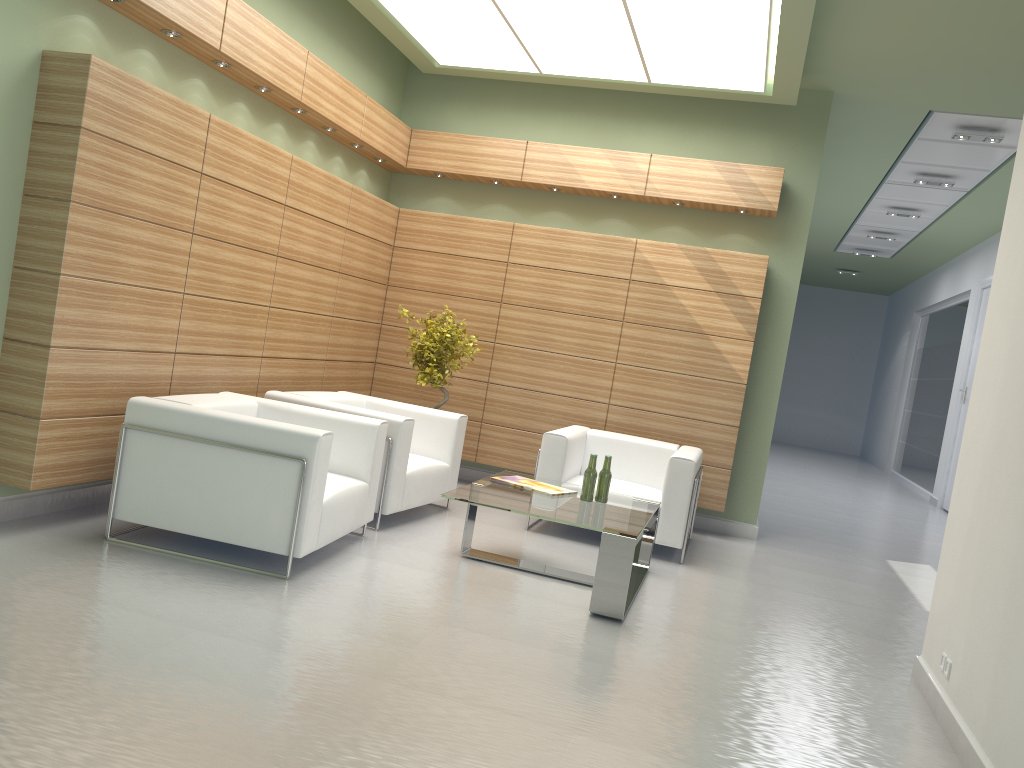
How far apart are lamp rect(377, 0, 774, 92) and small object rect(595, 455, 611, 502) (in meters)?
4.83

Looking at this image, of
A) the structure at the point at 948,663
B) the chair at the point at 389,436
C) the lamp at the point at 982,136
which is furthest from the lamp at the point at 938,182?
the structure at the point at 948,663

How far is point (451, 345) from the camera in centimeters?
1161cm

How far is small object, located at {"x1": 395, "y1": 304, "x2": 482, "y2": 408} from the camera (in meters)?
11.61

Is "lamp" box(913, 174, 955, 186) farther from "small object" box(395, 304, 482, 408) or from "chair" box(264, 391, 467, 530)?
"chair" box(264, 391, 467, 530)

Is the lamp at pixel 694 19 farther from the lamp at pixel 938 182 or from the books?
the lamp at pixel 938 182

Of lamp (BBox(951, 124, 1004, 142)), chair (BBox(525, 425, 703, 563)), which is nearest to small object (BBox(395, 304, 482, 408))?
chair (BBox(525, 425, 703, 563))

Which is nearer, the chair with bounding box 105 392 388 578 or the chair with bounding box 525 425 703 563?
the chair with bounding box 105 392 388 578

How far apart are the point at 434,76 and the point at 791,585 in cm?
910

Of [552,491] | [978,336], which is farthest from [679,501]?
[978,336]
